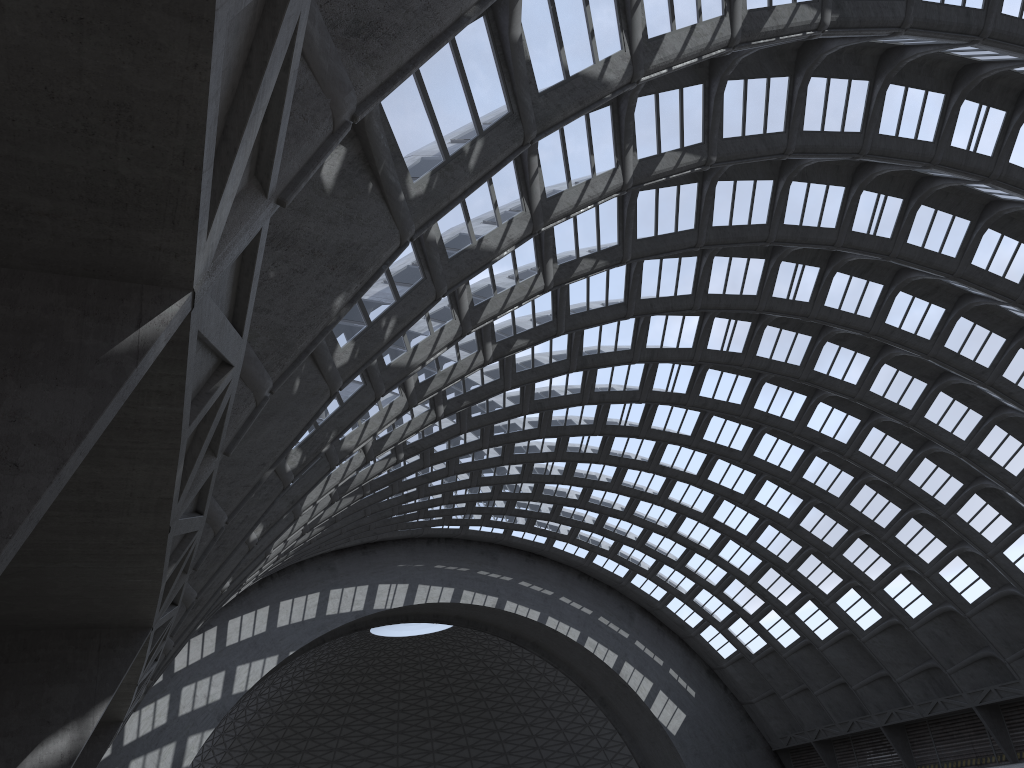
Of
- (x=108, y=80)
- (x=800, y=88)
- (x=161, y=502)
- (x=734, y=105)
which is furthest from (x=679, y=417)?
(x=108, y=80)

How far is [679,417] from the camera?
42.59m
